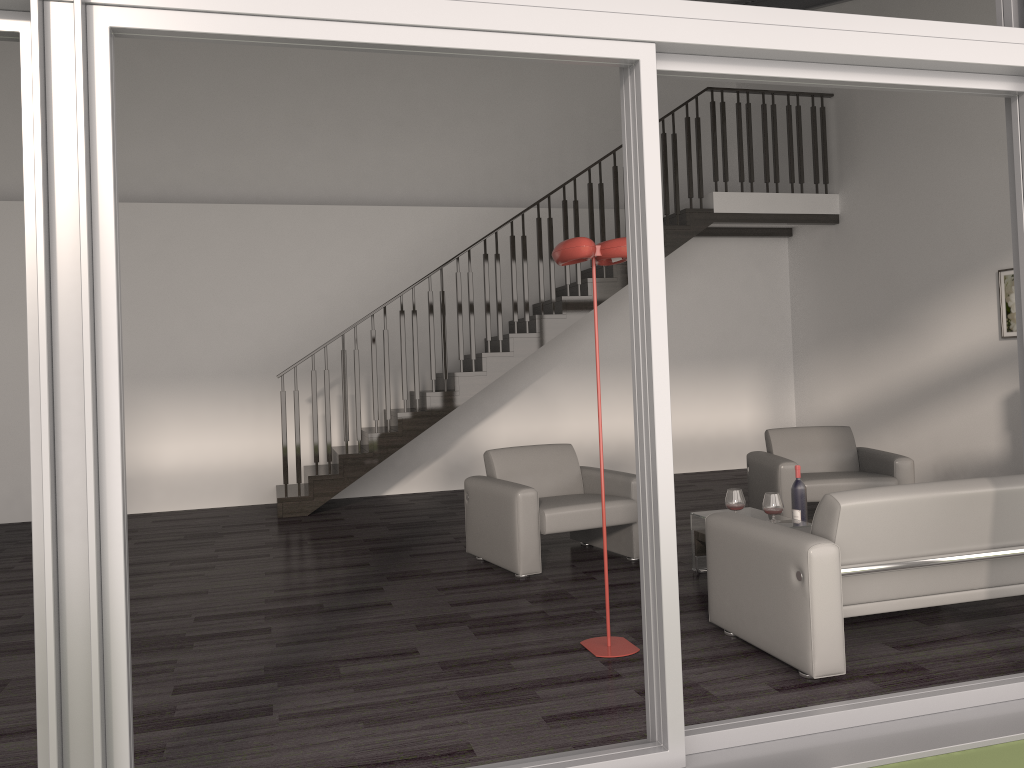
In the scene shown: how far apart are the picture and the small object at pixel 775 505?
3.81m

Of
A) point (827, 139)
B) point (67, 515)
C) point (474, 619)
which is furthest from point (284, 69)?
point (67, 515)

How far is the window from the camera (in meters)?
2.23

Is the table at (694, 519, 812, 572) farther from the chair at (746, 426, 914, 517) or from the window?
the window

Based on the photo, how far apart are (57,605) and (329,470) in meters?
5.9

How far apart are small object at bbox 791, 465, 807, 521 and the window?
2.0 meters

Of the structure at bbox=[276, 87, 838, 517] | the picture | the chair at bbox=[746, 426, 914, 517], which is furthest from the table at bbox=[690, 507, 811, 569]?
the picture

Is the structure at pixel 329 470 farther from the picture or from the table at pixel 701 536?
the table at pixel 701 536

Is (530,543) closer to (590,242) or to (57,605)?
(590,242)

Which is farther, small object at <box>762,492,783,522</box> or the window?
small object at <box>762,492,783,522</box>
